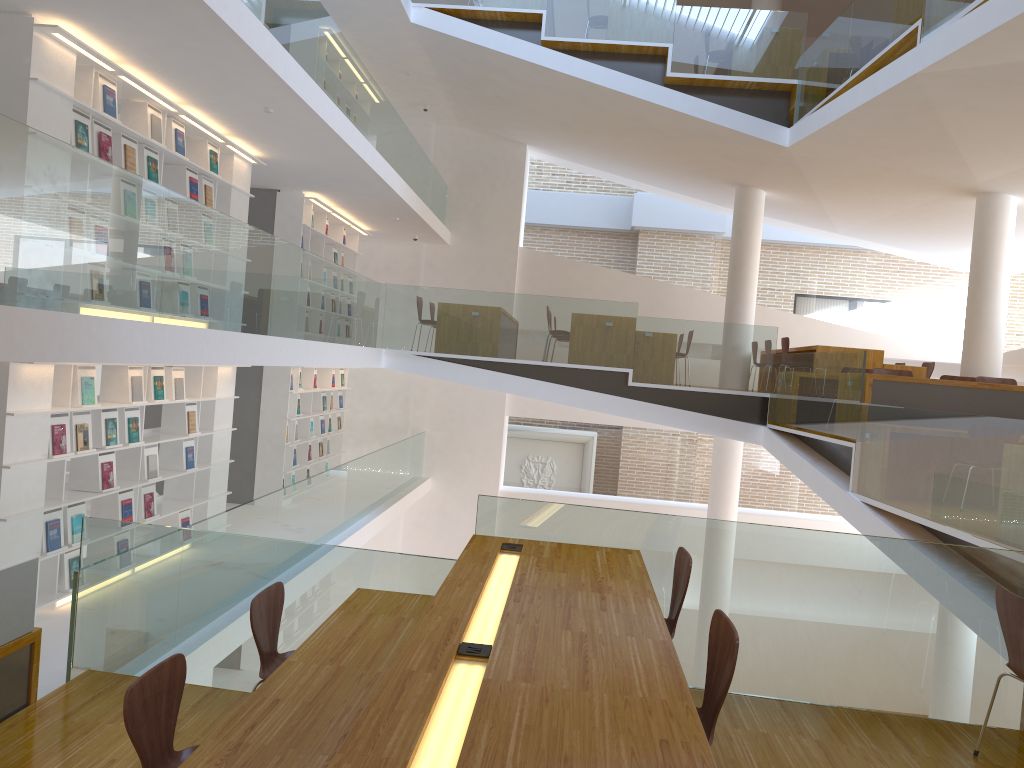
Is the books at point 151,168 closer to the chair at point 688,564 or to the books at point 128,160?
the books at point 128,160

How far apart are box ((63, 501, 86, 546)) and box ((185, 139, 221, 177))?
3.3 meters

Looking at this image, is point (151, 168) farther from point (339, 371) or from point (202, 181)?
point (339, 371)

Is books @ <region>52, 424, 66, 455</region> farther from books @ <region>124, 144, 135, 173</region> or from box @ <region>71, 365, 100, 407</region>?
books @ <region>124, 144, 135, 173</region>

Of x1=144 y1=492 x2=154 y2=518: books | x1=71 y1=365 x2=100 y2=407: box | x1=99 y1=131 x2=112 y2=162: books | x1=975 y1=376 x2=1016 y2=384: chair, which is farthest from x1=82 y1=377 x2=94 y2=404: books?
x1=975 y1=376 x2=1016 y2=384: chair

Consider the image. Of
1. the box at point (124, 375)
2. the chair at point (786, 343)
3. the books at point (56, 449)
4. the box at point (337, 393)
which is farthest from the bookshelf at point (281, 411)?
the chair at point (786, 343)

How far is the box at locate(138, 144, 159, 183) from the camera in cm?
691

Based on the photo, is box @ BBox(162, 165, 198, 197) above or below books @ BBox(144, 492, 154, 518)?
above

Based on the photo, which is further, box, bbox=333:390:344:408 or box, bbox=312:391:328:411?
box, bbox=333:390:344:408

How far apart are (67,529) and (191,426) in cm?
197
